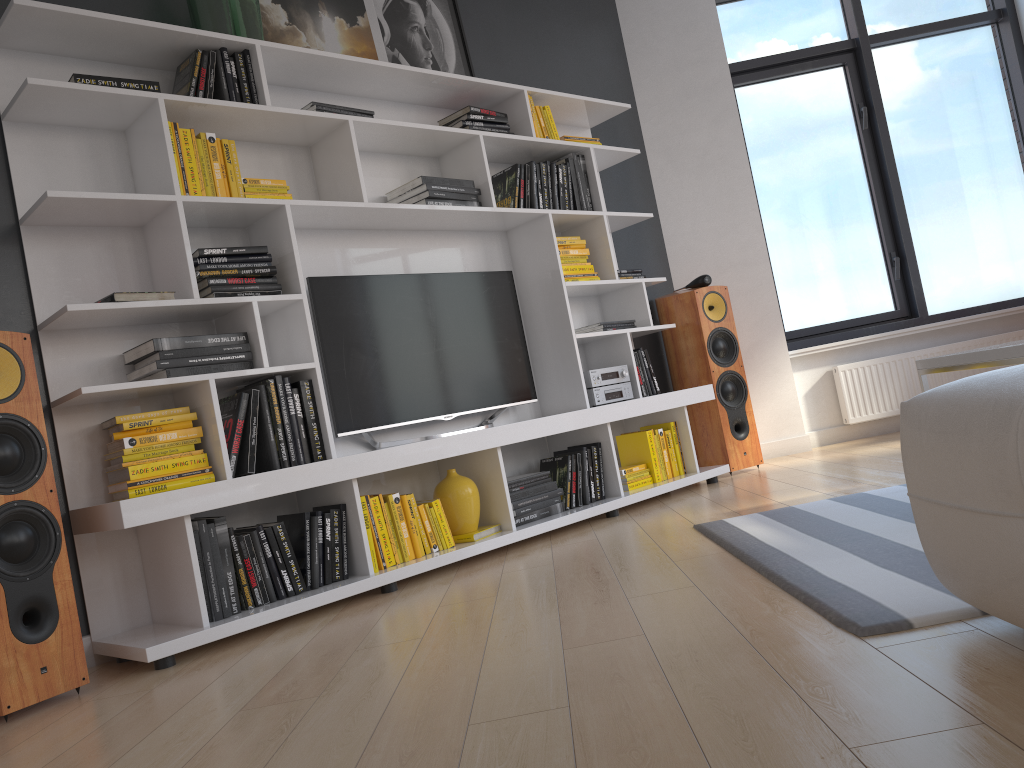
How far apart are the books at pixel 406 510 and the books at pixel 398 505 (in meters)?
0.02

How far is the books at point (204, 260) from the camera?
3.0 meters

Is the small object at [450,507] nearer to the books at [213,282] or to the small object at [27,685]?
the books at [213,282]

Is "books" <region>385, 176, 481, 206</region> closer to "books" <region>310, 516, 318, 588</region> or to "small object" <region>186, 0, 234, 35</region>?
"small object" <region>186, 0, 234, 35</region>

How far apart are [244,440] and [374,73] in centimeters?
165cm

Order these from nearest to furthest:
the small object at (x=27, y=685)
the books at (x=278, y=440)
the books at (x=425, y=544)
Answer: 1. the small object at (x=27, y=685)
2. the books at (x=278, y=440)
3. the books at (x=425, y=544)

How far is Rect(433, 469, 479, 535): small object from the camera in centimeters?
347cm

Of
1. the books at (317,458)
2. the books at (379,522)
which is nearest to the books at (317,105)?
the books at (317,458)

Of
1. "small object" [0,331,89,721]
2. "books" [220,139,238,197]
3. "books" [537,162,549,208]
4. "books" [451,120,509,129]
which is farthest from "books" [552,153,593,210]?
"small object" [0,331,89,721]

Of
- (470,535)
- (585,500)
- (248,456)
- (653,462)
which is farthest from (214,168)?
(653,462)
